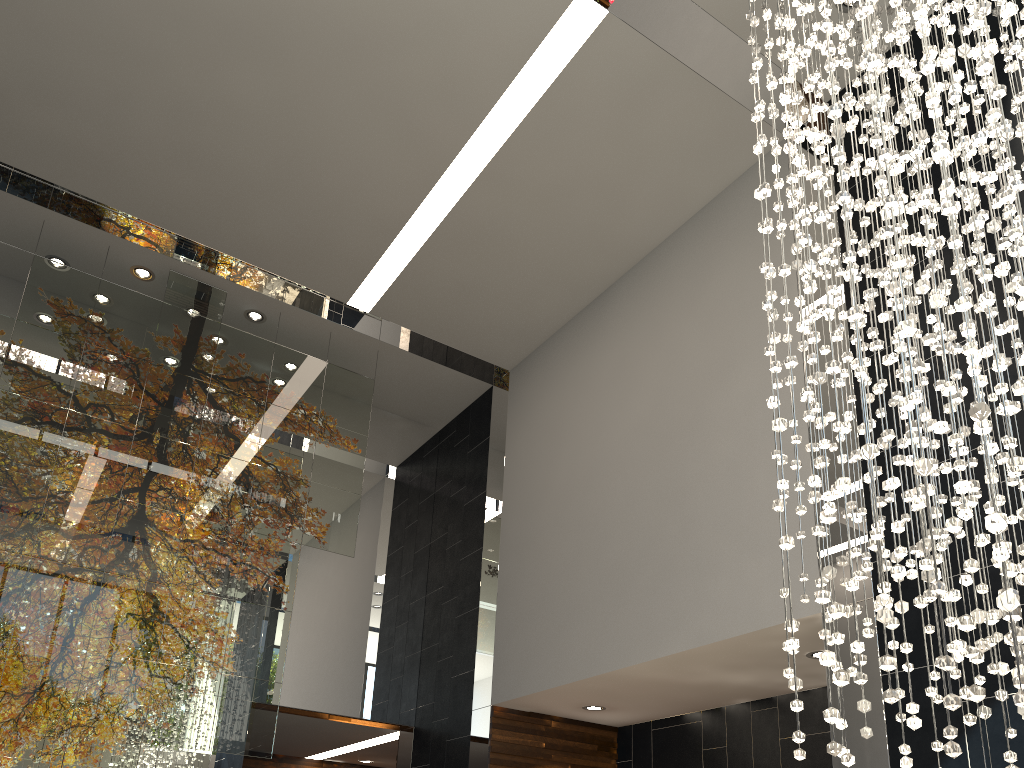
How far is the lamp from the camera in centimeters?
221cm

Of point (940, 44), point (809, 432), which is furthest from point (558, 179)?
point (809, 432)

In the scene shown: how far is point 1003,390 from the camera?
2.21m

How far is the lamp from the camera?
2.2m
